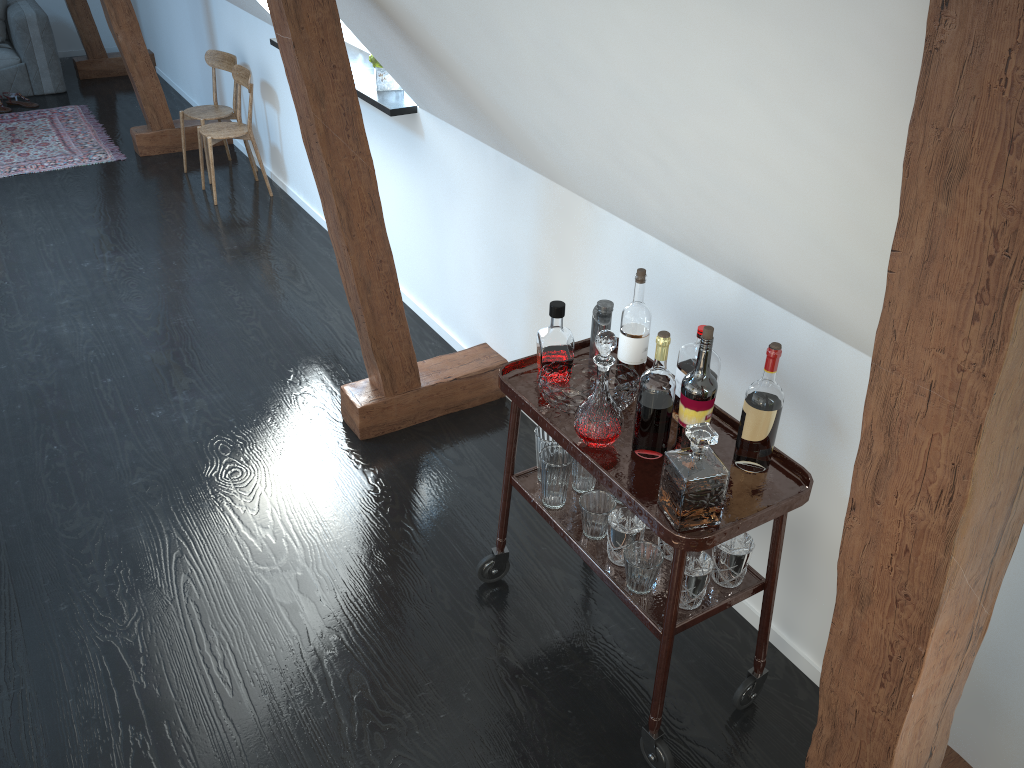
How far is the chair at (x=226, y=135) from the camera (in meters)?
4.96

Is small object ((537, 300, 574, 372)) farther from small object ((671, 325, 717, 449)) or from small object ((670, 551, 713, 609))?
small object ((670, 551, 713, 609))

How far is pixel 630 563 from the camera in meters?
2.0 m

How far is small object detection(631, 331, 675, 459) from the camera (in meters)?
1.89

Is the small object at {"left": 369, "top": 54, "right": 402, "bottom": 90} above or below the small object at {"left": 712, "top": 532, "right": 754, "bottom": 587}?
above

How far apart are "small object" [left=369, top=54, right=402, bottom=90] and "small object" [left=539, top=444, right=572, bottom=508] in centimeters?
204cm

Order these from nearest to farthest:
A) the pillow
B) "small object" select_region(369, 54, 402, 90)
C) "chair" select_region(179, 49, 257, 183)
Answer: "small object" select_region(369, 54, 402, 90)
"chair" select_region(179, 49, 257, 183)
the pillow

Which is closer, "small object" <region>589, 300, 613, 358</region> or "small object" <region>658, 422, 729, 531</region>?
"small object" <region>658, 422, 729, 531</region>

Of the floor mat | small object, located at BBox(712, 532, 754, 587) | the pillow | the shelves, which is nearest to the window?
the floor mat

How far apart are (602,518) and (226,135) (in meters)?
3.75
